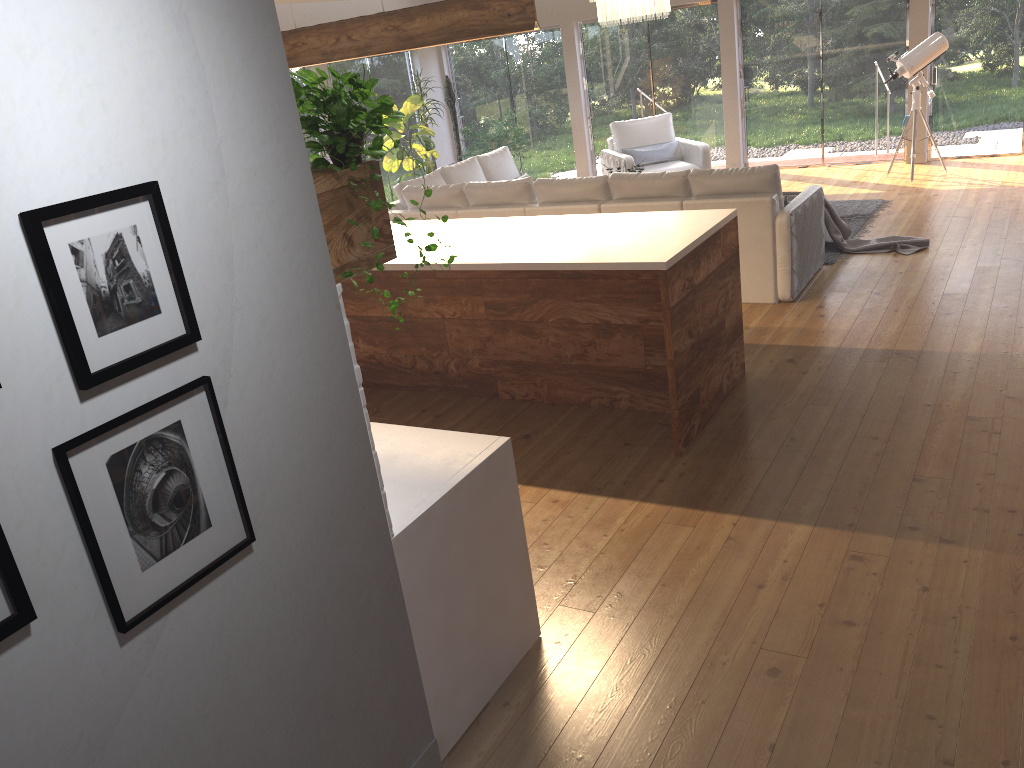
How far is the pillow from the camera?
10.3m

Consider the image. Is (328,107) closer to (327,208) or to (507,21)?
(327,208)

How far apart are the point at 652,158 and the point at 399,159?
3.25m

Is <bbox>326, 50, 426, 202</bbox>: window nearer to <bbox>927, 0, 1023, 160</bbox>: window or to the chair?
the chair

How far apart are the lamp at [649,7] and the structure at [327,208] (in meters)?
6.23

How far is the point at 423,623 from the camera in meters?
2.5

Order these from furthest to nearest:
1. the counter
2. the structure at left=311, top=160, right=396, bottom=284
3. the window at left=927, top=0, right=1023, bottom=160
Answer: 1. the window at left=927, top=0, right=1023, bottom=160
2. the counter
3. the structure at left=311, top=160, right=396, bottom=284

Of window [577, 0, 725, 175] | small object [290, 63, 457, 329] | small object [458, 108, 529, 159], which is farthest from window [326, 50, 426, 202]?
small object [290, 63, 457, 329]

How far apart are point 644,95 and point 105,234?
11.3 meters

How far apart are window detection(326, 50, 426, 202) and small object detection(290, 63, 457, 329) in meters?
9.9
